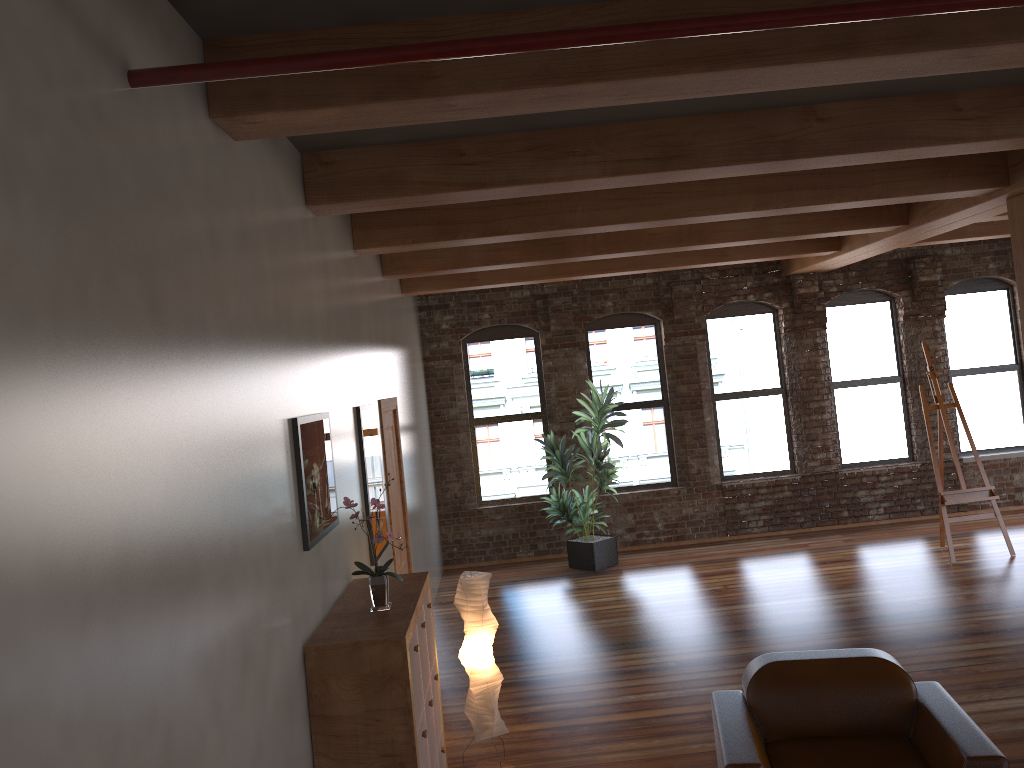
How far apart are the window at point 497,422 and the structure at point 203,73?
8.6 meters

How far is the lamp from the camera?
5.00m

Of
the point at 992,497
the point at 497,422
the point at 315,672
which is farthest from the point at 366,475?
the point at 992,497

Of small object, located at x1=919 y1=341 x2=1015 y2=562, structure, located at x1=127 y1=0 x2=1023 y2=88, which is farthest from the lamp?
small object, located at x1=919 y1=341 x2=1015 y2=562

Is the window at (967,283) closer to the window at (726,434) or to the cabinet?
the window at (726,434)

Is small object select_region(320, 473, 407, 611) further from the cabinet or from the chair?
A: the chair

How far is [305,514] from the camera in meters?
3.7 m

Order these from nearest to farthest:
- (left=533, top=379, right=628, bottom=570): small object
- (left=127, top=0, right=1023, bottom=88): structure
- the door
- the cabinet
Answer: (left=127, top=0, right=1023, bottom=88): structure, the cabinet, the door, (left=533, top=379, right=628, bottom=570): small object

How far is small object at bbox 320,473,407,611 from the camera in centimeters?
396cm

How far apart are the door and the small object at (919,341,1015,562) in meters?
5.2
